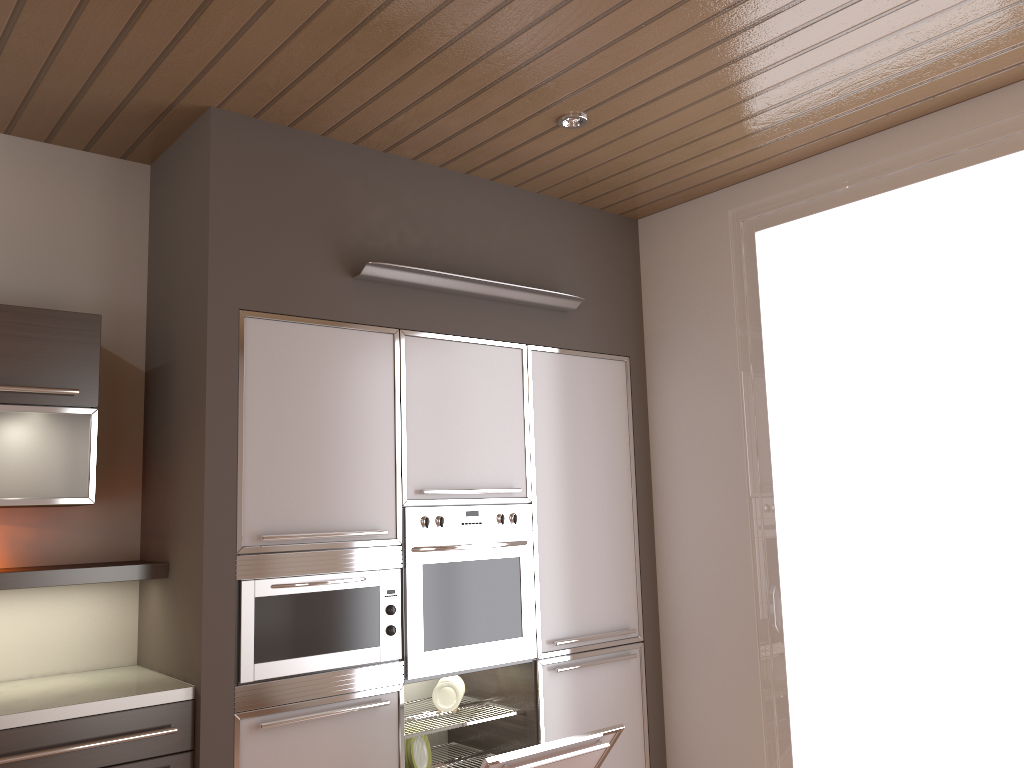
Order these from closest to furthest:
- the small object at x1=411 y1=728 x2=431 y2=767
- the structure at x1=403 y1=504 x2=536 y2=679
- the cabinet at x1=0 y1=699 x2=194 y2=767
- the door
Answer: the cabinet at x1=0 y1=699 x2=194 y2=767 < the door < the structure at x1=403 y1=504 x2=536 y2=679 < the small object at x1=411 y1=728 x2=431 y2=767

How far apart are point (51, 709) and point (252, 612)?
0.6 meters

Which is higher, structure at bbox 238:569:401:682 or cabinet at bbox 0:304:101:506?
cabinet at bbox 0:304:101:506

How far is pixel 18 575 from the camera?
2.6m

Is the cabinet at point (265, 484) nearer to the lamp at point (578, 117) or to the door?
the door

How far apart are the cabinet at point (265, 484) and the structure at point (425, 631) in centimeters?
3cm

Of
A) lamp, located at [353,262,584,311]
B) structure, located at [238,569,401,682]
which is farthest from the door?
structure, located at [238,569,401,682]

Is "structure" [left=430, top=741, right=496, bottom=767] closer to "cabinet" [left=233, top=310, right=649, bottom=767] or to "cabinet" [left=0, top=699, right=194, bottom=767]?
"cabinet" [left=233, top=310, right=649, bottom=767]

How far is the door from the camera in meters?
2.9

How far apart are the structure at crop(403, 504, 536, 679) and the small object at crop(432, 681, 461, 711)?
0.29m
